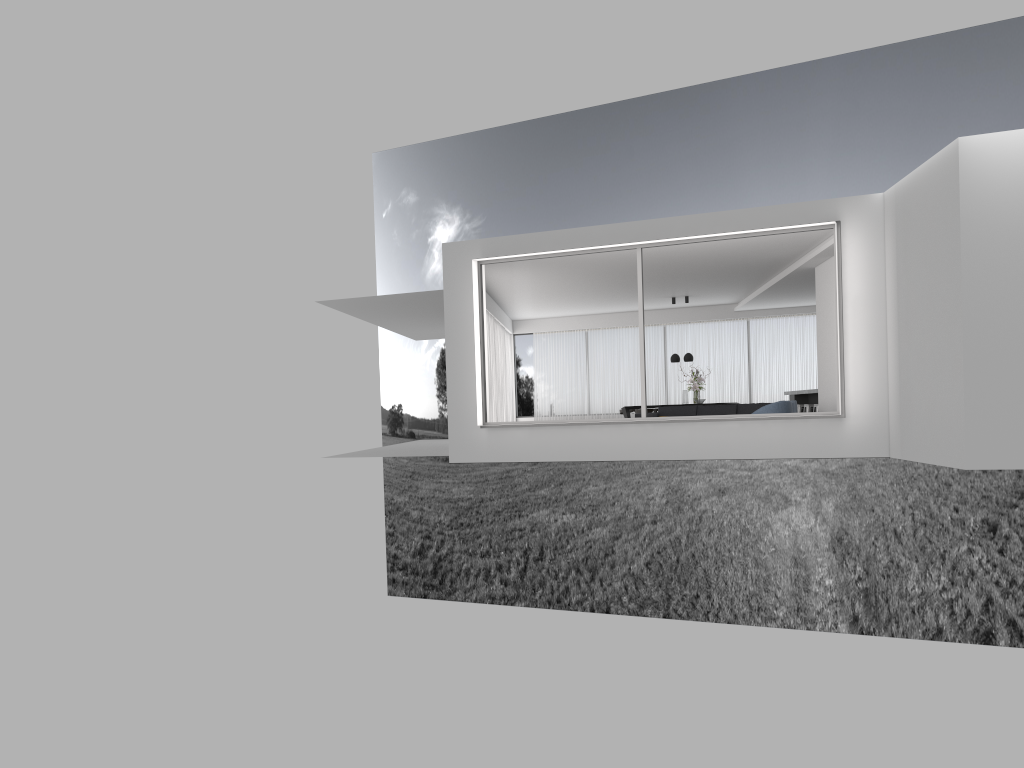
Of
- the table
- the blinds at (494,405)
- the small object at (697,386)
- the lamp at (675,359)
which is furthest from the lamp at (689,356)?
the blinds at (494,405)

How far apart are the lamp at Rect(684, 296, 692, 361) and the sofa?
3.5 meters

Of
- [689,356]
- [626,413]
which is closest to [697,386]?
[689,356]

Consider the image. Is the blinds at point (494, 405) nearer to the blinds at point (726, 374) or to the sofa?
the blinds at point (726, 374)

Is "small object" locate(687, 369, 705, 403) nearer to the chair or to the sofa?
the sofa

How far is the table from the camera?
19.85m

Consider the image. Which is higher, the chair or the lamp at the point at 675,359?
the lamp at the point at 675,359

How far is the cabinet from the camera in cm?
1813

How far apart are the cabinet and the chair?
5.76m

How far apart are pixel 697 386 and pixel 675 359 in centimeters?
79cm
